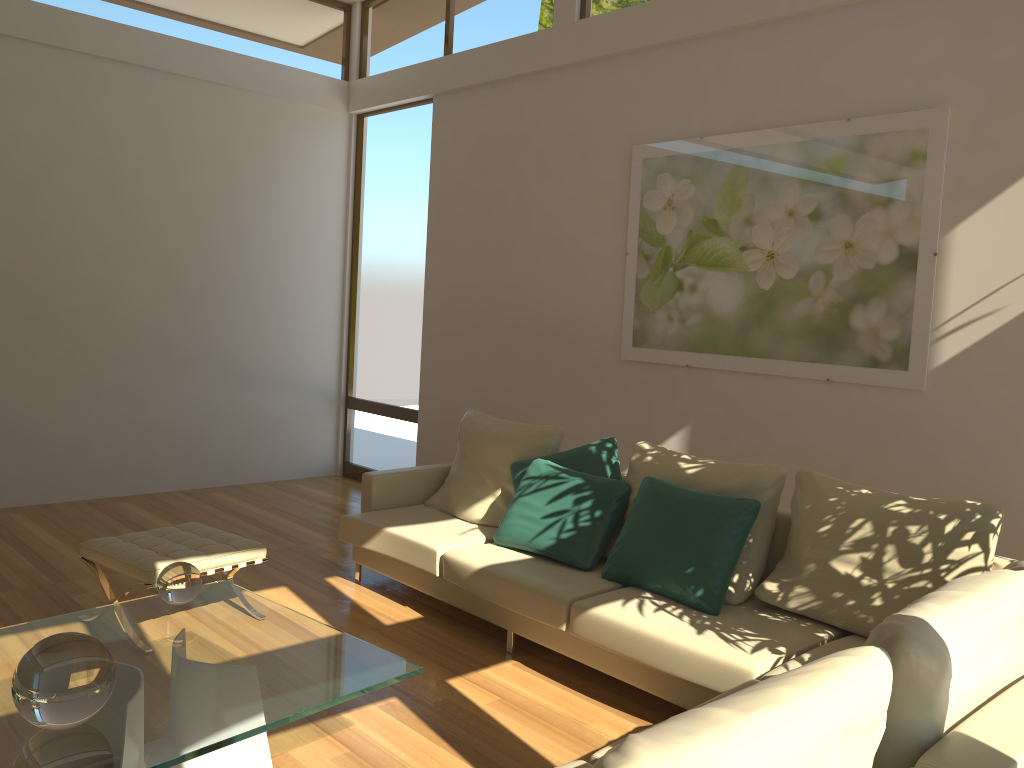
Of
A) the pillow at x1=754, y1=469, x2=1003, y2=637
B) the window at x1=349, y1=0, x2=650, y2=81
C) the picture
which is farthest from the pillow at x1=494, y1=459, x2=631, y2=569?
the window at x1=349, y1=0, x2=650, y2=81

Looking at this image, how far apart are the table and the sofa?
0.69m

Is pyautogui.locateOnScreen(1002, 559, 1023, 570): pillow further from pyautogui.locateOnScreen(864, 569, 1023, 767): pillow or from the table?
the table

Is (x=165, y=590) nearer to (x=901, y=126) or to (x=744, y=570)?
(x=744, y=570)

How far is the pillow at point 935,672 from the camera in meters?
1.8 m

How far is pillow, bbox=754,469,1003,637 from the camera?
3.20m

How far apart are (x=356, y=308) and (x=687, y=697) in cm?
520

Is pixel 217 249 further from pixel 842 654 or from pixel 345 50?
pixel 842 654

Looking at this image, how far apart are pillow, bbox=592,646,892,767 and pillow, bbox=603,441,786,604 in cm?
201

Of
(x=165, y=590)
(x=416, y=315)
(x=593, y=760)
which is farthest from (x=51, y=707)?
(x=416, y=315)
